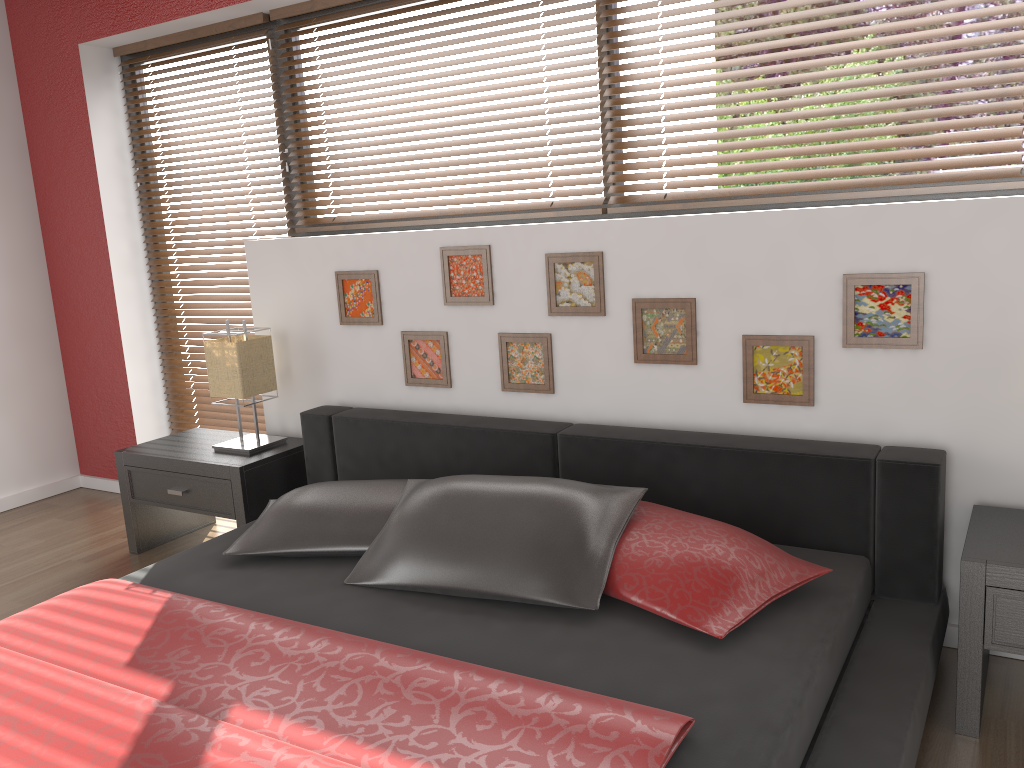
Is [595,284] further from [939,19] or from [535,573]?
[939,19]

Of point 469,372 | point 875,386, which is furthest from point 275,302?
point 875,386

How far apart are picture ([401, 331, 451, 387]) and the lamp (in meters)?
0.56

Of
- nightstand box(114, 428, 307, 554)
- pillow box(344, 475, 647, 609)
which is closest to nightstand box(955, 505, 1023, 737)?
pillow box(344, 475, 647, 609)

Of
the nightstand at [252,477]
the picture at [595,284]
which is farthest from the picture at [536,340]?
the nightstand at [252,477]

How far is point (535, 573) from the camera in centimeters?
210cm

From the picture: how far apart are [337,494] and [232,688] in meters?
0.9

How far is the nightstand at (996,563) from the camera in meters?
1.9

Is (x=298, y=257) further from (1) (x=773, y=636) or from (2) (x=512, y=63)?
(1) (x=773, y=636)

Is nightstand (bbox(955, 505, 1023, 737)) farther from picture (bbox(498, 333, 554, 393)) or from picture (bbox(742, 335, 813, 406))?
picture (bbox(498, 333, 554, 393))
